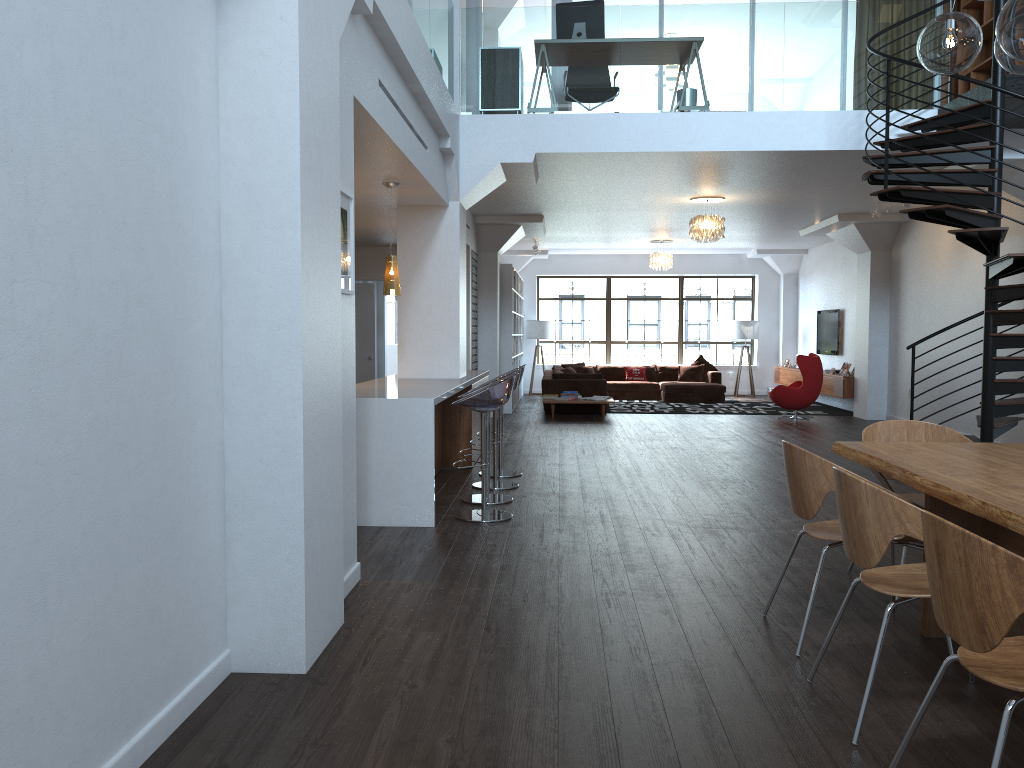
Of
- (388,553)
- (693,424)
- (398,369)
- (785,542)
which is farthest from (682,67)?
(693,424)

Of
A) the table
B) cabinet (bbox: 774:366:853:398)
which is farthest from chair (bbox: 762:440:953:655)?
cabinet (bbox: 774:366:853:398)

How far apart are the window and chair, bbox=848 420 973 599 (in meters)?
14.59

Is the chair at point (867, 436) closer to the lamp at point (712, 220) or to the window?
the lamp at point (712, 220)

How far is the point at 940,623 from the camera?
2.3m

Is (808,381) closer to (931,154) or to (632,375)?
(632,375)

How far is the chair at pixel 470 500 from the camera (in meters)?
6.79

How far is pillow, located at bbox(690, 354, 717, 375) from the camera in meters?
17.9

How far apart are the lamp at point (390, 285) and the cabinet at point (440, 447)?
1.40m

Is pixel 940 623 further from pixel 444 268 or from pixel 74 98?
pixel 444 268
